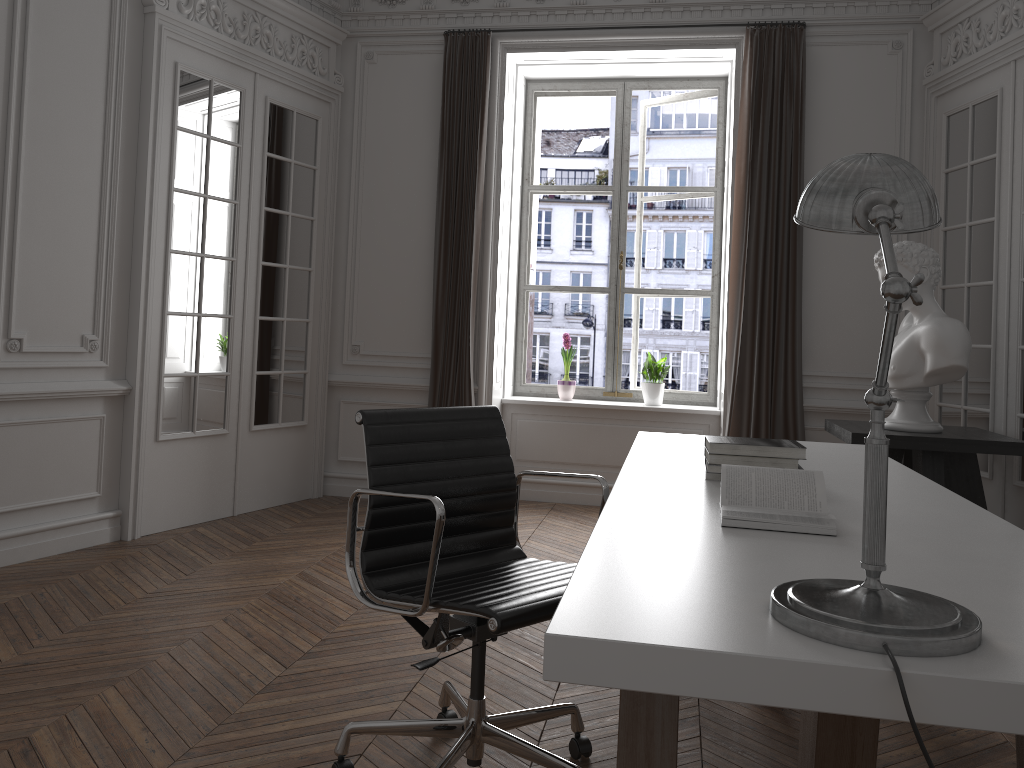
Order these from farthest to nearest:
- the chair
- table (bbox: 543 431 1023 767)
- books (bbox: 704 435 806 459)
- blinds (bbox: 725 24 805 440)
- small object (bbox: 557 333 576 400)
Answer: small object (bbox: 557 333 576 400) → blinds (bbox: 725 24 805 440) → books (bbox: 704 435 806 459) → the chair → table (bbox: 543 431 1023 767)

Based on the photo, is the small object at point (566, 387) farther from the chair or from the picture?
the chair

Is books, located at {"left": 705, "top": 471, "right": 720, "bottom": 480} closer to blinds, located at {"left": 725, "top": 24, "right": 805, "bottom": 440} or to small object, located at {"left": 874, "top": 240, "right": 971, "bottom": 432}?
small object, located at {"left": 874, "top": 240, "right": 971, "bottom": 432}

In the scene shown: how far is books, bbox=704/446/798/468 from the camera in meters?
2.4

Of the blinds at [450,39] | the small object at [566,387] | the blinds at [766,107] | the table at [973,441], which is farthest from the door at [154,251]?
the table at [973,441]

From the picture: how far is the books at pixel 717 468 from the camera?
2.4m

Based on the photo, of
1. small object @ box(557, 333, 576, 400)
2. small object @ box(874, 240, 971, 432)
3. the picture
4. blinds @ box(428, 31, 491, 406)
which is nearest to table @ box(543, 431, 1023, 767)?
small object @ box(874, 240, 971, 432)

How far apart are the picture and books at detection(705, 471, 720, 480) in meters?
3.8 m

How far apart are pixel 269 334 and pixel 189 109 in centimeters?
138cm

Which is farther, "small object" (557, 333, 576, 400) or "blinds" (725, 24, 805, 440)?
"small object" (557, 333, 576, 400)
